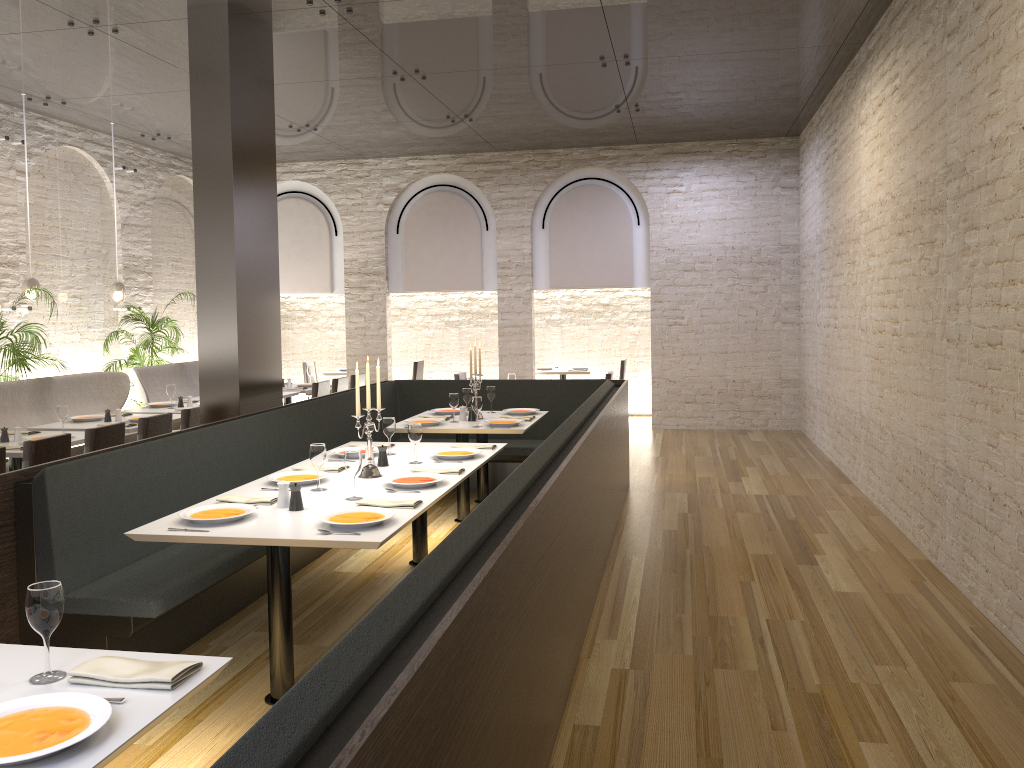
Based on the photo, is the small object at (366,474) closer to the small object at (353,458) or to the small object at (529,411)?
the small object at (353,458)

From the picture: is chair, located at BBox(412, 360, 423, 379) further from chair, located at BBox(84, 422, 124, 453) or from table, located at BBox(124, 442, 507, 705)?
table, located at BBox(124, 442, 507, 705)

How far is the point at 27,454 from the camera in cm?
537

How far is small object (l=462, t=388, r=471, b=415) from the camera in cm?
749

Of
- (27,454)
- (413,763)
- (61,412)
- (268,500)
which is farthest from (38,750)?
(61,412)

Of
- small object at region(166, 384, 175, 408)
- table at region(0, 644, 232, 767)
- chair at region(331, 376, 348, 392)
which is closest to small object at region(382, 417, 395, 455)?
table at region(0, 644, 232, 767)

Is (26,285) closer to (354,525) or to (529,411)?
(529,411)

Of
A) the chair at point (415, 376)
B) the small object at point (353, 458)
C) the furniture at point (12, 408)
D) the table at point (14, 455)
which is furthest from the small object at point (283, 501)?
the chair at point (415, 376)

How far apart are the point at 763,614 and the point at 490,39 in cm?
491

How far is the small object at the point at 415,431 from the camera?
5.1 meters
